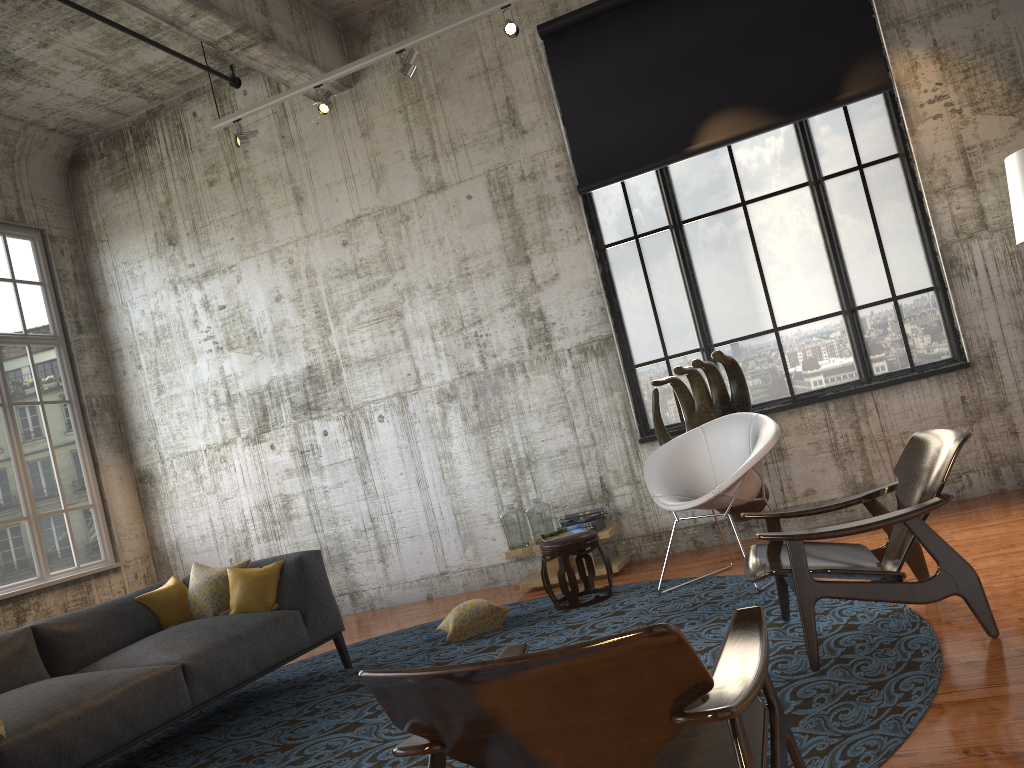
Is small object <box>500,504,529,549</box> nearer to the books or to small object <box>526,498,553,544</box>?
small object <box>526,498,553,544</box>

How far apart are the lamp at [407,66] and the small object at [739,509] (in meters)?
2.99

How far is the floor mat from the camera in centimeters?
302cm

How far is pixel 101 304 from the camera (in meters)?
9.11

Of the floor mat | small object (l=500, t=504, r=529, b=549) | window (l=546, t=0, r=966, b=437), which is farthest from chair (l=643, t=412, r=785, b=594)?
small object (l=500, t=504, r=529, b=549)

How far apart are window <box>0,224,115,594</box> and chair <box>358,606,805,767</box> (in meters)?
6.45

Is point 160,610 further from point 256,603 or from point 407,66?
point 407,66

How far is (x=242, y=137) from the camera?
7.3m

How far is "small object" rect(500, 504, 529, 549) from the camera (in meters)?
7.08

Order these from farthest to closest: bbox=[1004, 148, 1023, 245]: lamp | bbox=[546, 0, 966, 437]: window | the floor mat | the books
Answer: bbox=[546, 0, 966, 437]: window → the books → bbox=[1004, 148, 1023, 245]: lamp → the floor mat
